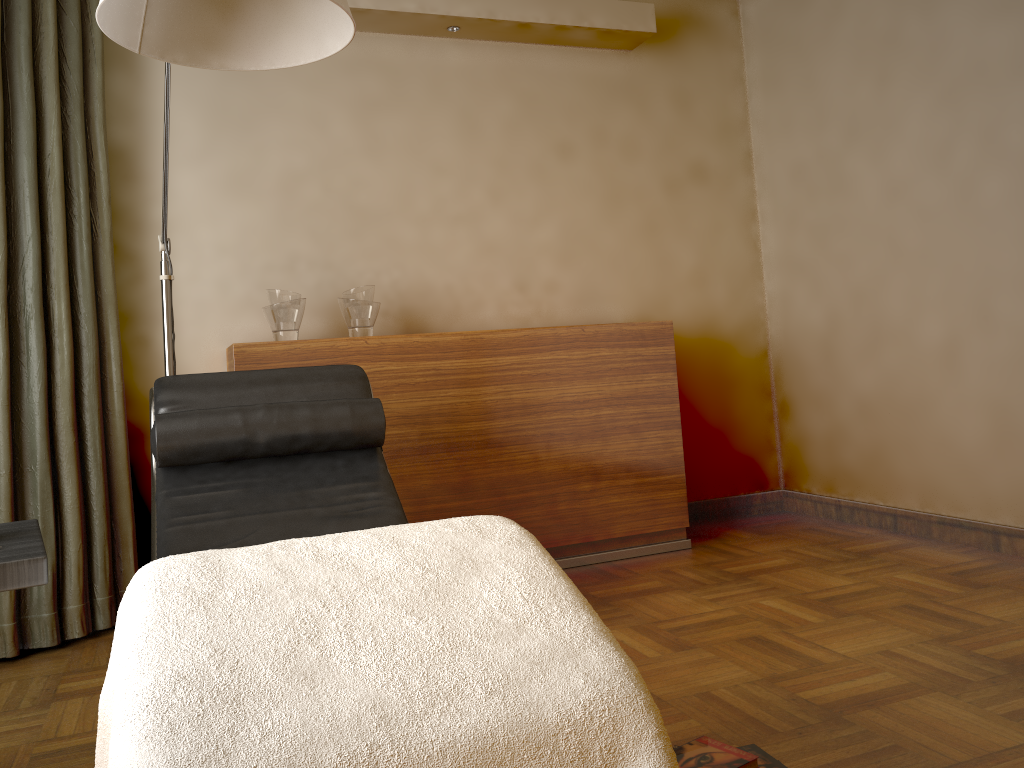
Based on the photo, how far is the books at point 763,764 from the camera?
1.6 meters

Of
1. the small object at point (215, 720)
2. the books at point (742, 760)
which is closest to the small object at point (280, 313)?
the small object at point (215, 720)

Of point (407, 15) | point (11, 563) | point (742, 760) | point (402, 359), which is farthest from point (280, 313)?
point (742, 760)

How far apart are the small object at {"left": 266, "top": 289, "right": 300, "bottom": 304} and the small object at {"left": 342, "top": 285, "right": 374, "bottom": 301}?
0.19m

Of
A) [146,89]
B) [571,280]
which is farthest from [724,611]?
[146,89]

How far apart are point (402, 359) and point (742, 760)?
1.9 meters

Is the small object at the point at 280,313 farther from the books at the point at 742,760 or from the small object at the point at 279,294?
the books at the point at 742,760

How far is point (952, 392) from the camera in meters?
3.2

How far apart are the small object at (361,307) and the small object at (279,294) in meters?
0.2 m

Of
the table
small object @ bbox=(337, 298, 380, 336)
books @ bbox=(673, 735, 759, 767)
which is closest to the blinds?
small object @ bbox=(337, 298, 380, 336)
